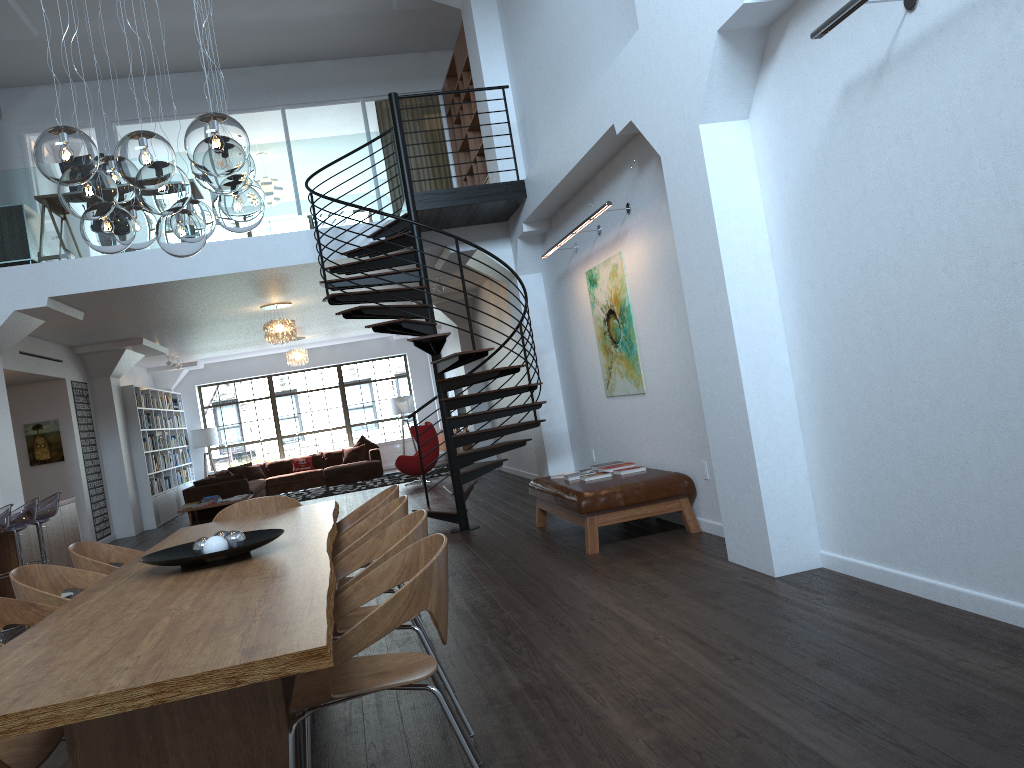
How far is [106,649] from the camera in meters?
2.3

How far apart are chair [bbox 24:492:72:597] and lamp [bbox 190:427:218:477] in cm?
1057

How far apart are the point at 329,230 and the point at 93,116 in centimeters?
516cm

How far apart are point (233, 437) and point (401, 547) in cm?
1768

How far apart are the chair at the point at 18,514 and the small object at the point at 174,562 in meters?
4.8

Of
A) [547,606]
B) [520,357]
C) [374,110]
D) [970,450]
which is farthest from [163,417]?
[970,450]

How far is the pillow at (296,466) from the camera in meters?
18.7 m

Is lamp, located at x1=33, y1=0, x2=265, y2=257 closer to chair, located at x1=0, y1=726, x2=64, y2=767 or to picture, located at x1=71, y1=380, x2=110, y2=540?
chair, located at x1=0, y1=726, x2=64, y2=767

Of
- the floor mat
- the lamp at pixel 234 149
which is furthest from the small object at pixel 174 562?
the floor mat

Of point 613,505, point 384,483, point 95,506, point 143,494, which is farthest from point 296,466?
point 613,505
